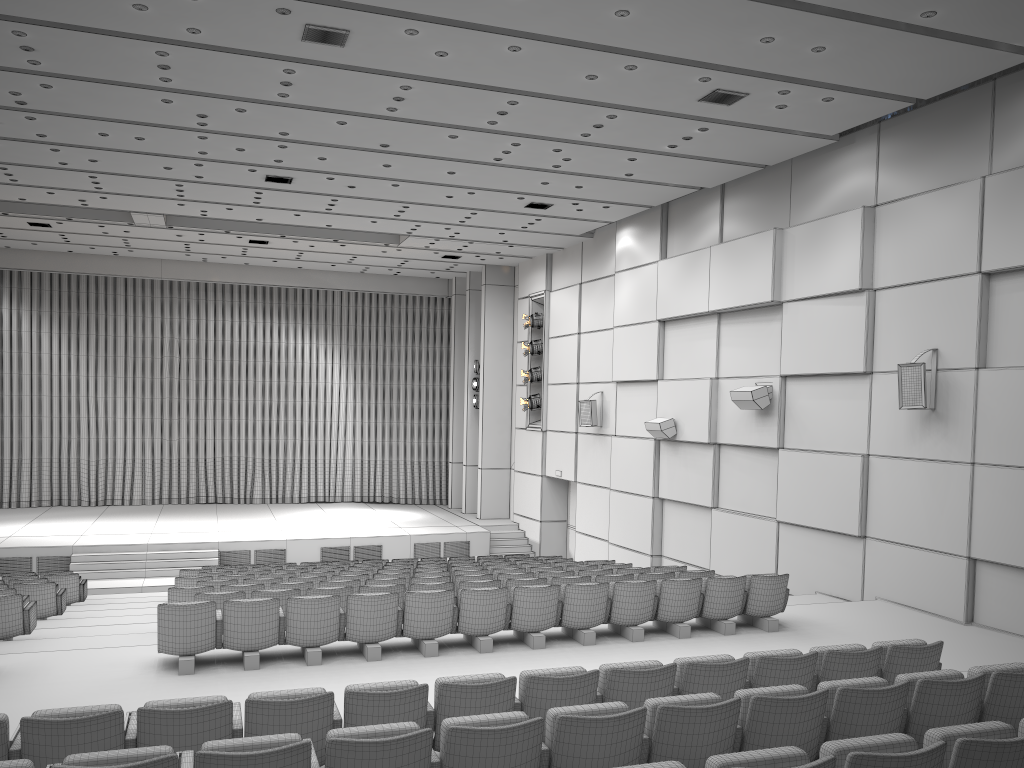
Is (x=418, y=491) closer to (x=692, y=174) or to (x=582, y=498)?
(x=582, y=498)

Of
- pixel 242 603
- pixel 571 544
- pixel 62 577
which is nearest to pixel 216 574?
pixel 62 577

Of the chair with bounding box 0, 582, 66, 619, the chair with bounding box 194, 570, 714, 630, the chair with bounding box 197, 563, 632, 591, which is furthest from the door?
the chair with bounding box 0, 582, 66, 619

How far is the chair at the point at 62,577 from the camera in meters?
13.3

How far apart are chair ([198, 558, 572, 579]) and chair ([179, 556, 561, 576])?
1.15m

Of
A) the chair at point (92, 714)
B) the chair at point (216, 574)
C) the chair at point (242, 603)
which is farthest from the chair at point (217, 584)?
the chair at point (92, 714)

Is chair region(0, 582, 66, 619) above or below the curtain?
below

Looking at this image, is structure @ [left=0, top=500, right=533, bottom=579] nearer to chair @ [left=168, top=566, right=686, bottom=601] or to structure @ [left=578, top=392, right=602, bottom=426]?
structure @ [left=578, top=392, right=602, bottom=426]

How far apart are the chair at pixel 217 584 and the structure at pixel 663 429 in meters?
4.8 m

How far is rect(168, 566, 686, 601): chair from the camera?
9.69m
